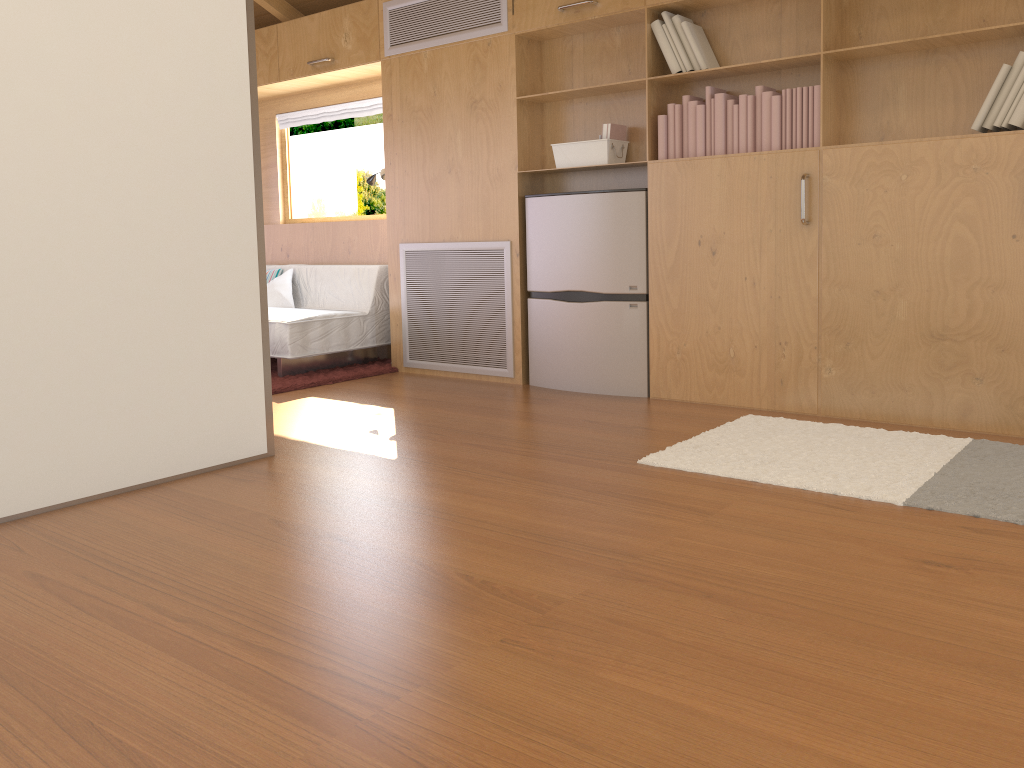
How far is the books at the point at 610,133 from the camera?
4.2 meters

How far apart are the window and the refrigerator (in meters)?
2.50

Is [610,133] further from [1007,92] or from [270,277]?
[270,277]

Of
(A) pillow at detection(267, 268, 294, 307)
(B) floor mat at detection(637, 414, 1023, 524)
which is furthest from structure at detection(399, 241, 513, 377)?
(B) floor mat at detection(637, 414, 1023, 524)

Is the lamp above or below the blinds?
below

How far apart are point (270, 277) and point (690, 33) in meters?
3.2

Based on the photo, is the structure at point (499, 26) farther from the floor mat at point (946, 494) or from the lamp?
the floor mat at point (946, 494)

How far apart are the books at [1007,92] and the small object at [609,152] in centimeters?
28cm

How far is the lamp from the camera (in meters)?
5.30

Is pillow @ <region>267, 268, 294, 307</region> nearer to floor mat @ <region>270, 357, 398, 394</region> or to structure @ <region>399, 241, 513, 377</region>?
floor mat @ <region>270, 357, 398, 394</region>
